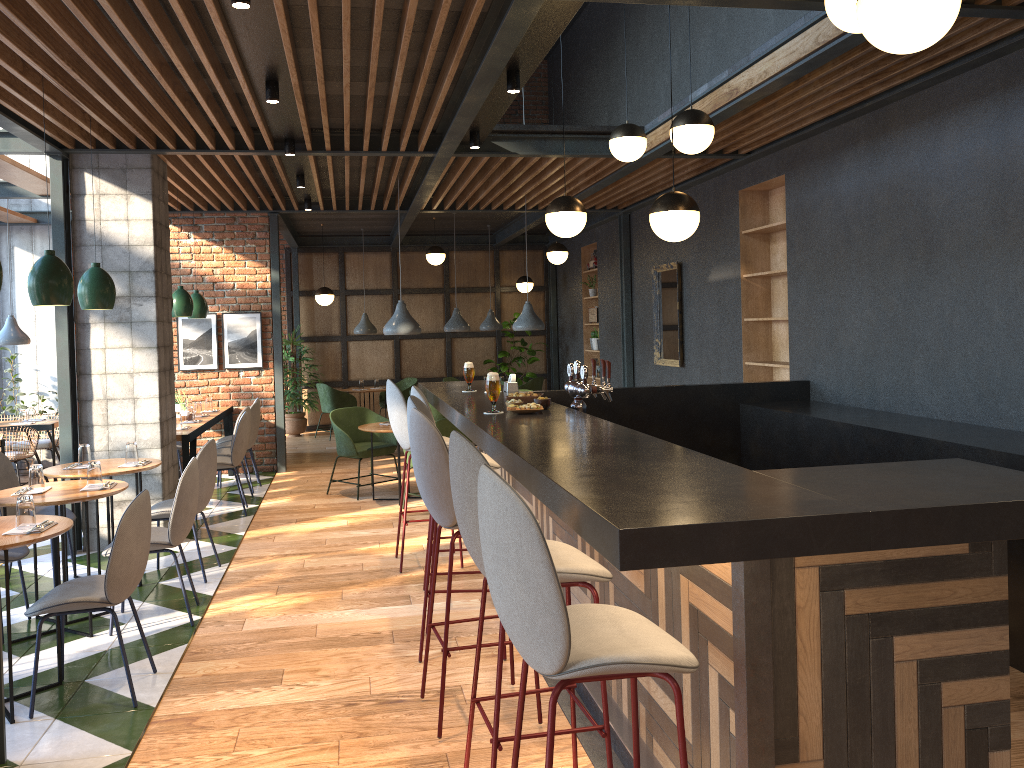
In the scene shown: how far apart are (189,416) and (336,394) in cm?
461

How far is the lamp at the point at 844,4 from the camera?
3.30m

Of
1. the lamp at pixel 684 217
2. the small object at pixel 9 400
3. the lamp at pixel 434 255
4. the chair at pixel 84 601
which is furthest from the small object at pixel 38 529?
the lamp at pixel 434 255

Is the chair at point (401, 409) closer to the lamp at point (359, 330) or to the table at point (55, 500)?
the table at point (55, 500)

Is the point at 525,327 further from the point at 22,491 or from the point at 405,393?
the point at 22,491

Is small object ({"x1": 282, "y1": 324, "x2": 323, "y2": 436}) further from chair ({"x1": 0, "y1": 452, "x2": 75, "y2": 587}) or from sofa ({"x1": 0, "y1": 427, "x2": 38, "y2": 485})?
chair ({"x1": 0, "y1": 452, "x2": 75, "y2": 587})

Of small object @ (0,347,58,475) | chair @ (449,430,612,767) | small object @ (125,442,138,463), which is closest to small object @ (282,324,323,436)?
small object @ (0,347,58,475)

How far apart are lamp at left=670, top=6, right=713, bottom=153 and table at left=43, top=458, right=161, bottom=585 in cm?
384

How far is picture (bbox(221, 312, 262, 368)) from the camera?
9.9 meters

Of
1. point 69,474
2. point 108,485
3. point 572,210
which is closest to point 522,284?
point 572,210
